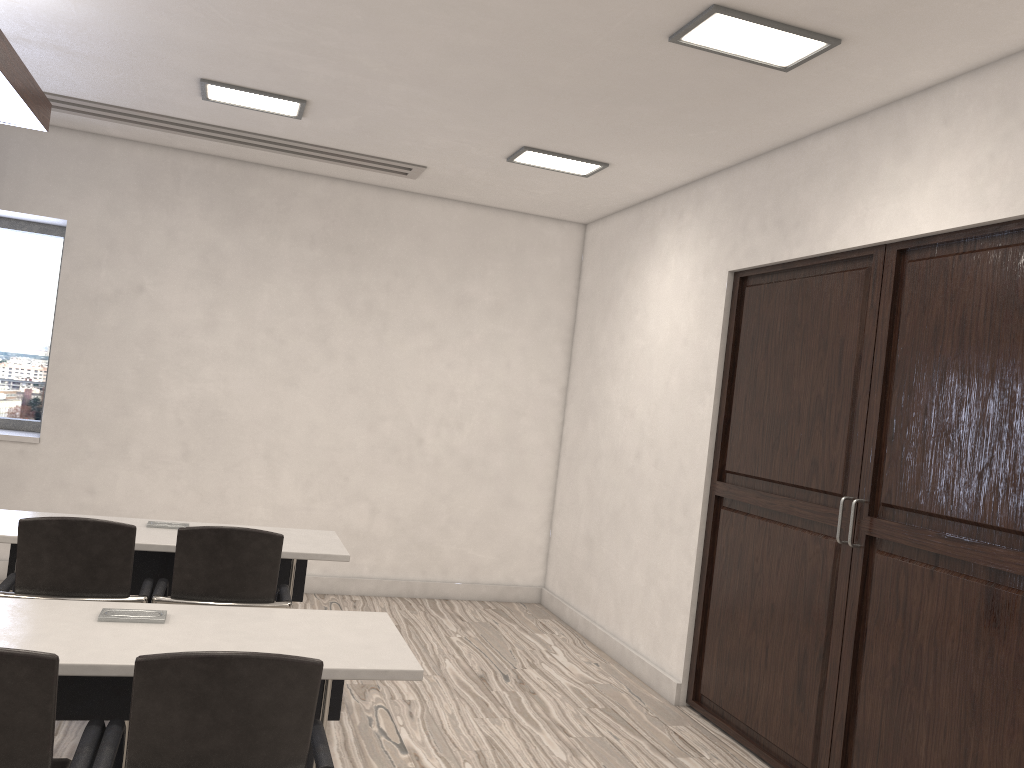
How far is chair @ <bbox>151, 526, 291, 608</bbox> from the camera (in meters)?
3.24

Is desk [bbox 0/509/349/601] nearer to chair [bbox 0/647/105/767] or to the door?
chair [bbox 0/647/105/767]

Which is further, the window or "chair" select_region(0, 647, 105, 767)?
the window

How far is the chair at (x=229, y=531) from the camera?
3.2m

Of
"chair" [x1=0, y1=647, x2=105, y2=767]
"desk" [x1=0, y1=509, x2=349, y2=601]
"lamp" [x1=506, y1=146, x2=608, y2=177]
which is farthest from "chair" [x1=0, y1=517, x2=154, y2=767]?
"lamp" [x1=506, y1=146, x2=608, y2=177]

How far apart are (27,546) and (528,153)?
3.2m

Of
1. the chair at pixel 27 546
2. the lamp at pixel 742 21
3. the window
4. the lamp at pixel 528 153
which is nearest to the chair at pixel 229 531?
the chair at pixel 27 546

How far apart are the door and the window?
4.5 meters

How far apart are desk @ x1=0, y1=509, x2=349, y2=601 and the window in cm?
246

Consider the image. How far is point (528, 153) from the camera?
Answer: 5.0 meters
